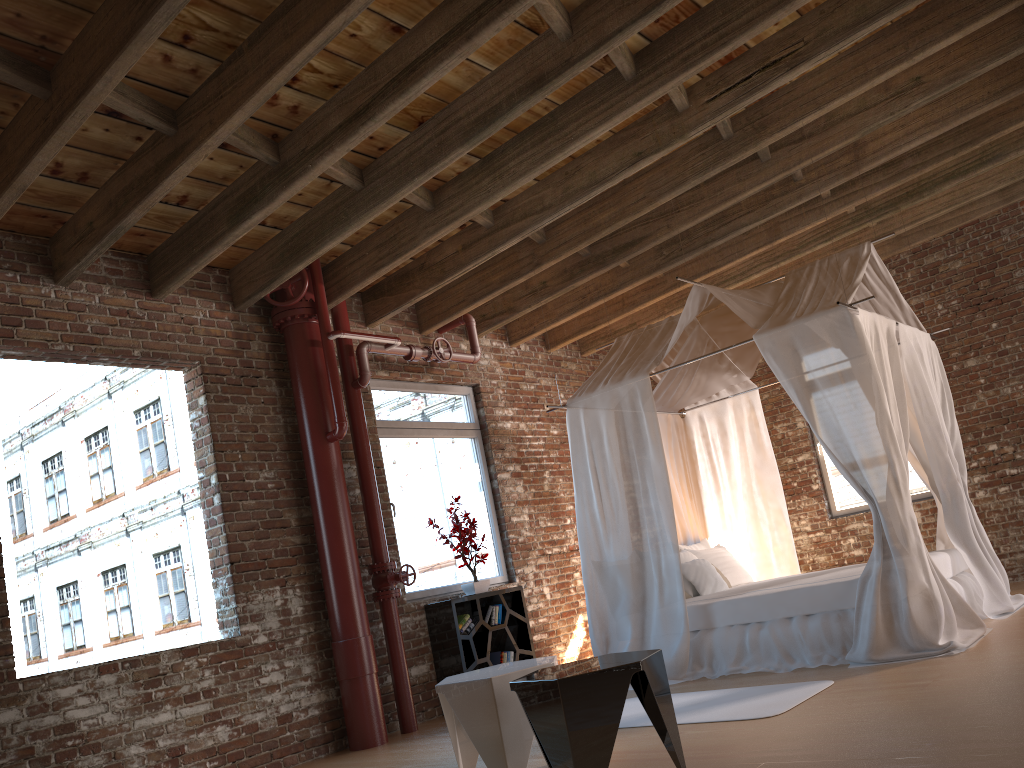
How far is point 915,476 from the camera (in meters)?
8.39

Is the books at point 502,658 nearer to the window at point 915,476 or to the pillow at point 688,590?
the pillow at point 688,590

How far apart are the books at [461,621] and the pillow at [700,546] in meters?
2.1

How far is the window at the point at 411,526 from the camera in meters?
7.0 m

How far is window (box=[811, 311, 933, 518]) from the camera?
8.4m

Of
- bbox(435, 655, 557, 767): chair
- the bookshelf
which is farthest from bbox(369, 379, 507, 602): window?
bbox(435, 655, 557, 767): chair

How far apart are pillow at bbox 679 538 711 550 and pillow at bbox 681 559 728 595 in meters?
0.7

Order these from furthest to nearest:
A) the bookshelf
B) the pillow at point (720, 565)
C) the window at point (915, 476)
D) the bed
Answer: the window at point (915, 476), the pillow at point (720, 565), the bookshelf, the bed

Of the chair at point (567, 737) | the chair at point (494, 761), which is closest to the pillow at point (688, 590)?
the chair at point (494, 761)

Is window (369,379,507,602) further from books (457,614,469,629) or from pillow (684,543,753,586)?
pillow (684,543,753,586)
